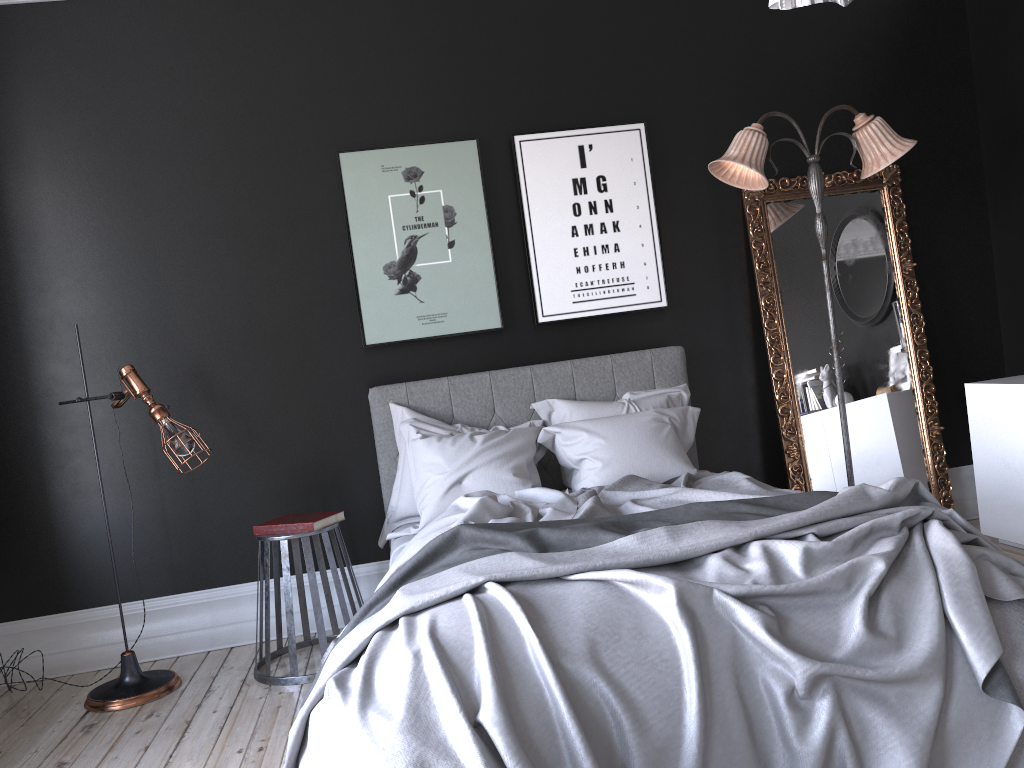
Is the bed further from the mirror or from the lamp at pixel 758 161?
the lamp at pixel 758 161

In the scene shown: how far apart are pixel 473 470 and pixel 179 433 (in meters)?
1.36

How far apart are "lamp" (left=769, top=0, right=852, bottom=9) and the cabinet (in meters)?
3.58

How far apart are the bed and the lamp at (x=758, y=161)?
0.8 meters

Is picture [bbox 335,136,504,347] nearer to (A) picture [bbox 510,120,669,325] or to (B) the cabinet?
(A) picture [bbox 510,120,669,325]

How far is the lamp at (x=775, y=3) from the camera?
1.5m

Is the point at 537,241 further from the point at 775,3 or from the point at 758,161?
the point at 775,3

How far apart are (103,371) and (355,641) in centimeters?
284cm

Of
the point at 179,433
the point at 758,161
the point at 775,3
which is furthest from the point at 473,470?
the point at 775,3

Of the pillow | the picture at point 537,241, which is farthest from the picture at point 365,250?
the pillow
